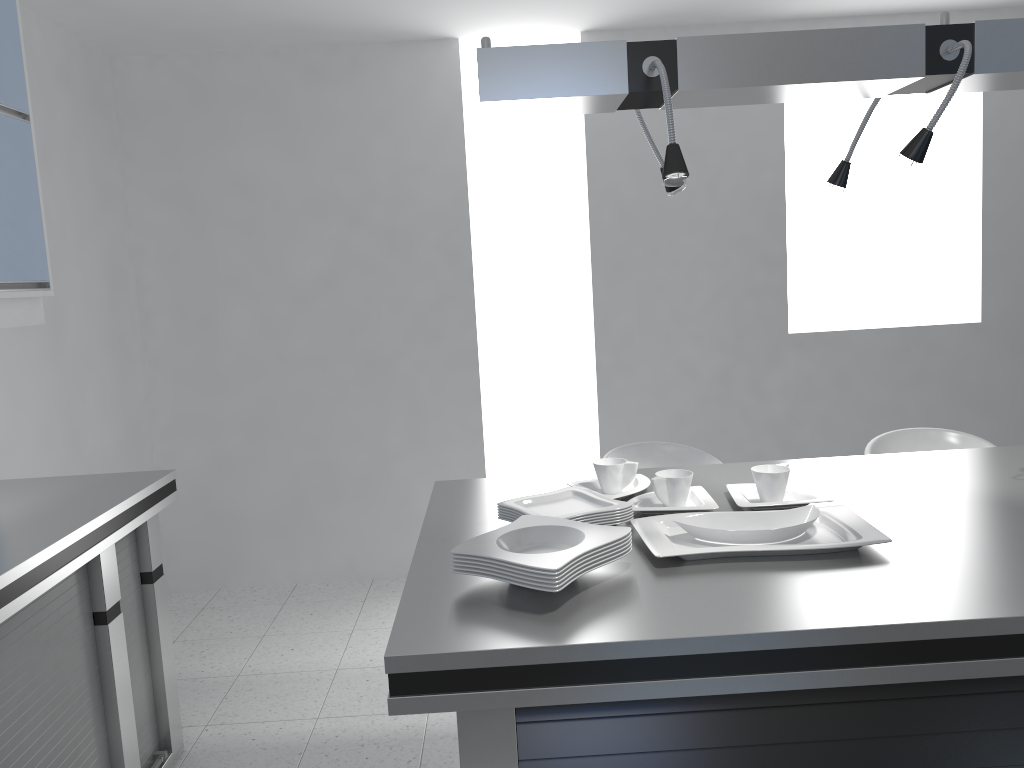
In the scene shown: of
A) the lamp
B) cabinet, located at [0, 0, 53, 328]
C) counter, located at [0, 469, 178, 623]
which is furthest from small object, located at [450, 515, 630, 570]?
cabinet, located at [0, 0, 53, 328]

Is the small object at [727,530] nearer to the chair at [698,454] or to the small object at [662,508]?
the small object at [662,508]

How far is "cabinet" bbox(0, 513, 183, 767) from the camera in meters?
2.2 m

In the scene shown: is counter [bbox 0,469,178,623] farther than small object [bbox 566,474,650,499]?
No

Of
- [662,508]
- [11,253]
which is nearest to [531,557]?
[662,508]

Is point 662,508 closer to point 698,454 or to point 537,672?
point 537,672

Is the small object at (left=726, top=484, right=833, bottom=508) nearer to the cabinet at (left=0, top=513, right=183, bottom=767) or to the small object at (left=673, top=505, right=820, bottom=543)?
the small object at (left=673, top=505, right=820, bottom=543)

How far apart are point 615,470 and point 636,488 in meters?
0.1

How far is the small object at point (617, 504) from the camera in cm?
203

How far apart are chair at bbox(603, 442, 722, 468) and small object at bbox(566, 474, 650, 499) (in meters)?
0.83
